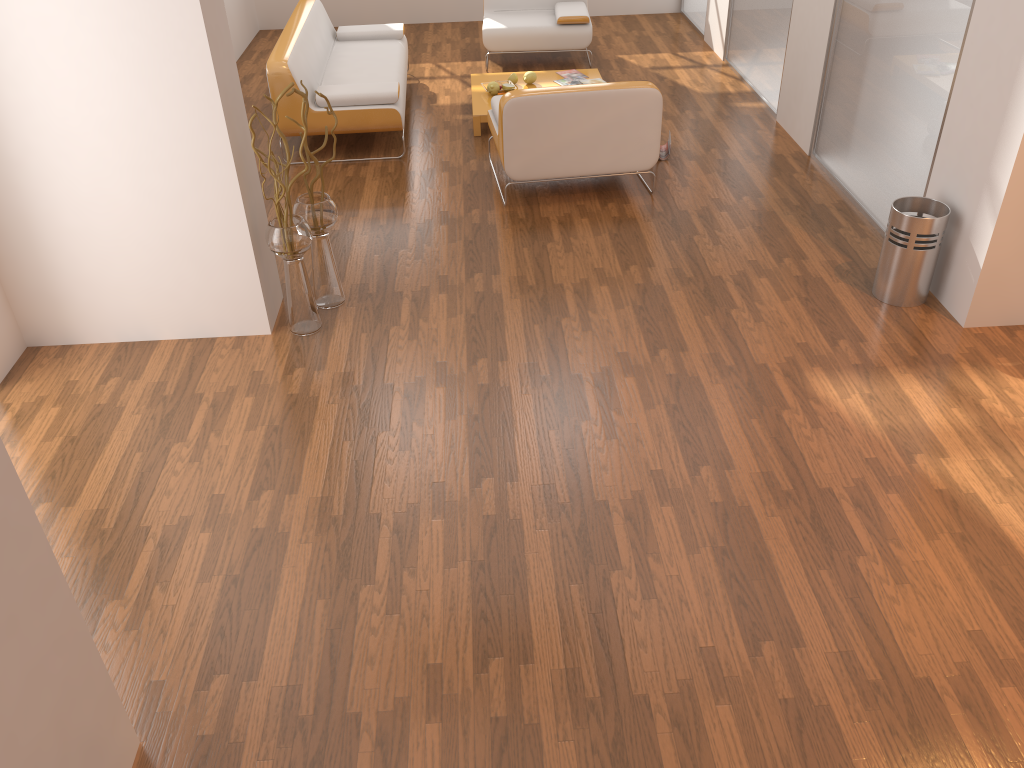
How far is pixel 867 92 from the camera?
4.89m

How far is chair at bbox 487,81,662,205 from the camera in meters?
4.9 m

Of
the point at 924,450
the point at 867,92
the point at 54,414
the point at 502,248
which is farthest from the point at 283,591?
the point at 867,92

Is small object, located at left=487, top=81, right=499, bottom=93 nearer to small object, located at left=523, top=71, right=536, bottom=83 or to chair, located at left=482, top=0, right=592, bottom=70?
small object, located at left=523, top=71, right=536, bottom=83

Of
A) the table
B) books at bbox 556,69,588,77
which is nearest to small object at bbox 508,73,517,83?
the table

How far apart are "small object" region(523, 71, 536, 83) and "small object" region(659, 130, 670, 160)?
1.3 meters

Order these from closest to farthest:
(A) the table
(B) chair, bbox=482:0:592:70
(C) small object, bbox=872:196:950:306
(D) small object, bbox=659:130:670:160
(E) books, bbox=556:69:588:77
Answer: (C) small object, bbox=872:196:950:306 < (D) small object, bbox=659:130:670:160 < (A) the table < (E) books, bbox=556:69:588:77 < (B) chair, bbox=482:0:592:70

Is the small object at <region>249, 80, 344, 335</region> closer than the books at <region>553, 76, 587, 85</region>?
Yes

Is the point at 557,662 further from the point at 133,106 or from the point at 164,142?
the point at 133,106

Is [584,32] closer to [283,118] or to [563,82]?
[563,82]
